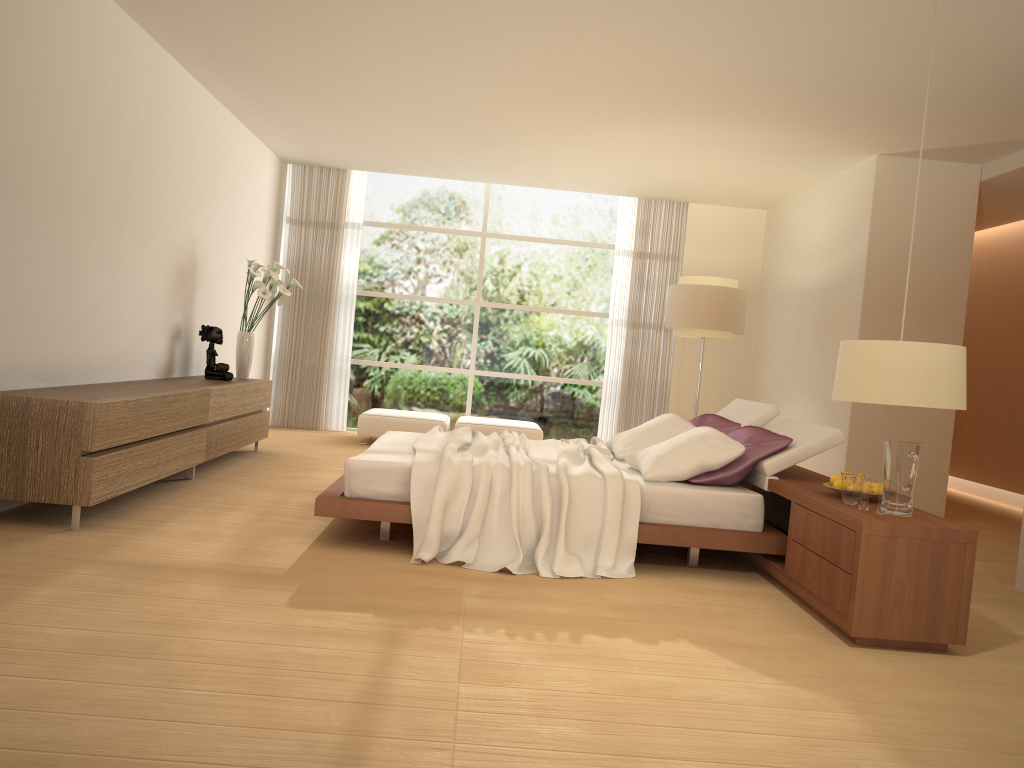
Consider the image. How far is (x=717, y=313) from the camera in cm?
841

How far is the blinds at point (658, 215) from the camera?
10.6 meters

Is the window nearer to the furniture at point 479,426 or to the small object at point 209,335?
the furniture at point 479,426

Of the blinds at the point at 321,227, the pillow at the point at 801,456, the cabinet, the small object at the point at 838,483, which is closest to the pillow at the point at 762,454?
the pillow at the point at 801,456

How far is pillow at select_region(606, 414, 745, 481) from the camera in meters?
4.9 m

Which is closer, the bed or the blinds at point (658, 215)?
the bed

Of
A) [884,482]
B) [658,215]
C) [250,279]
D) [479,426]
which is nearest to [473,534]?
[884,482]

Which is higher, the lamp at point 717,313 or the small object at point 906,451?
the lamp at point 717,313

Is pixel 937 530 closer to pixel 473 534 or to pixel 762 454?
pixel 762 454

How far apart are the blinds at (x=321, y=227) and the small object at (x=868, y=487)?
7.5 meters
